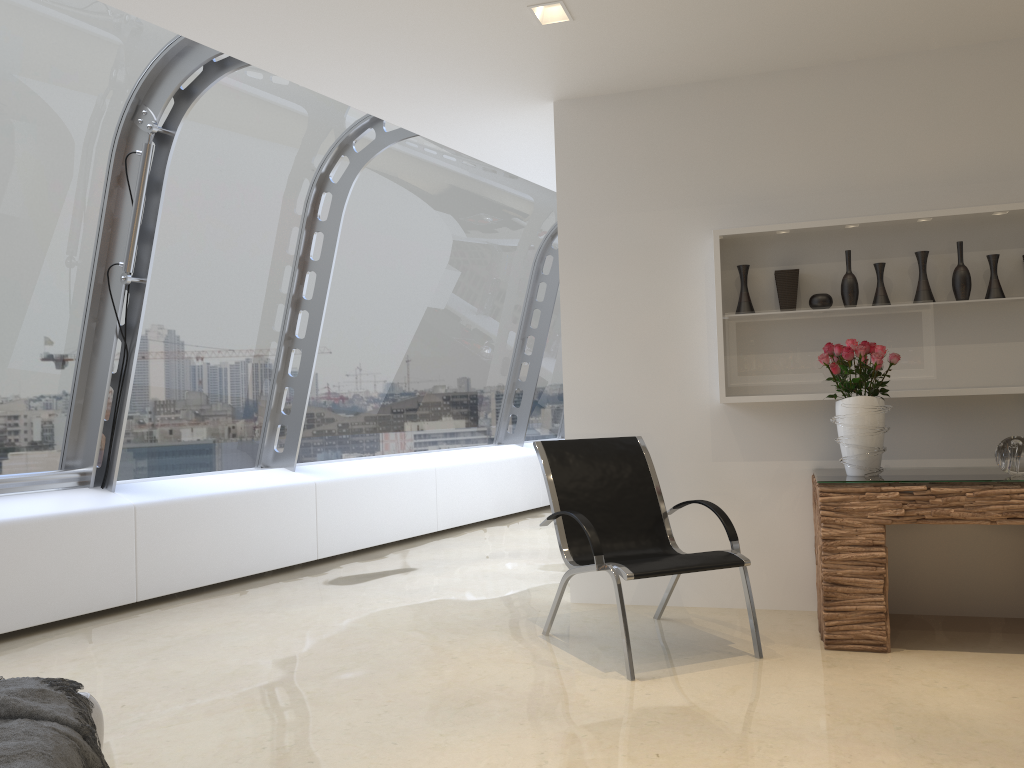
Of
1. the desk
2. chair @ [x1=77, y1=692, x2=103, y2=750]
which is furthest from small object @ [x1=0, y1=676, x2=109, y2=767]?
the desk

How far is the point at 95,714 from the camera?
2.29m

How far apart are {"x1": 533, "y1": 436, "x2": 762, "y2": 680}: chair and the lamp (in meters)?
2.02

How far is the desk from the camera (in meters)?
3.78

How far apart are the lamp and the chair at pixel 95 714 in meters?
3.2

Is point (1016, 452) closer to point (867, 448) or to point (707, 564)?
point (867, 448)

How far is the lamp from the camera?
4.0 meters

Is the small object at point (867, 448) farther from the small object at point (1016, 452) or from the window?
the window

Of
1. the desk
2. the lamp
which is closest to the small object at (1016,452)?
the desk

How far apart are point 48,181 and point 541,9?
2.9 meters
